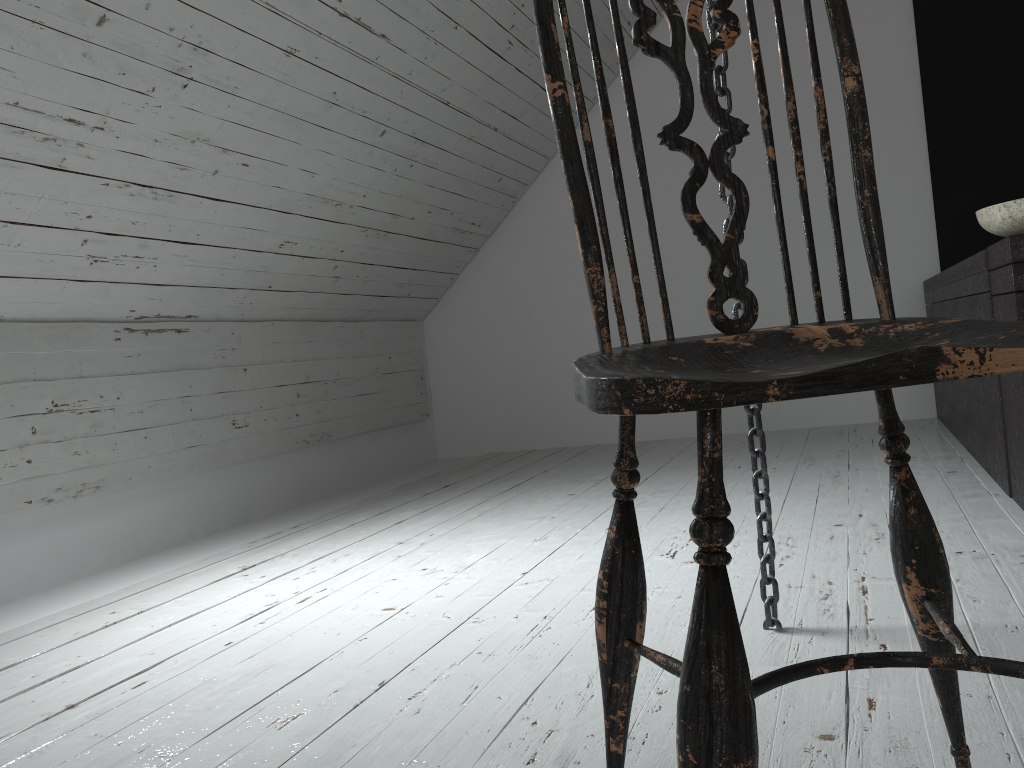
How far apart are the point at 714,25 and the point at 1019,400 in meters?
1.1

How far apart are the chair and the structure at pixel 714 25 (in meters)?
0.46

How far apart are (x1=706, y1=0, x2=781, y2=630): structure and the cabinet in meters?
0.8 m

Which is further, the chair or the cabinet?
the cabinet

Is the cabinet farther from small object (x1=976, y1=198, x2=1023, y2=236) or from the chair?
the chair

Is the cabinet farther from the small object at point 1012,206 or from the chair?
the chair

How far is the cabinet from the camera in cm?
182

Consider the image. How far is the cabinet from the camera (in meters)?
1.82

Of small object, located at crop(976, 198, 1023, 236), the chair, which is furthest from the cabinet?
the chair

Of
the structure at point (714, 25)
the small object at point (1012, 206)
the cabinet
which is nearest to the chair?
the structure at point (714, 25)
